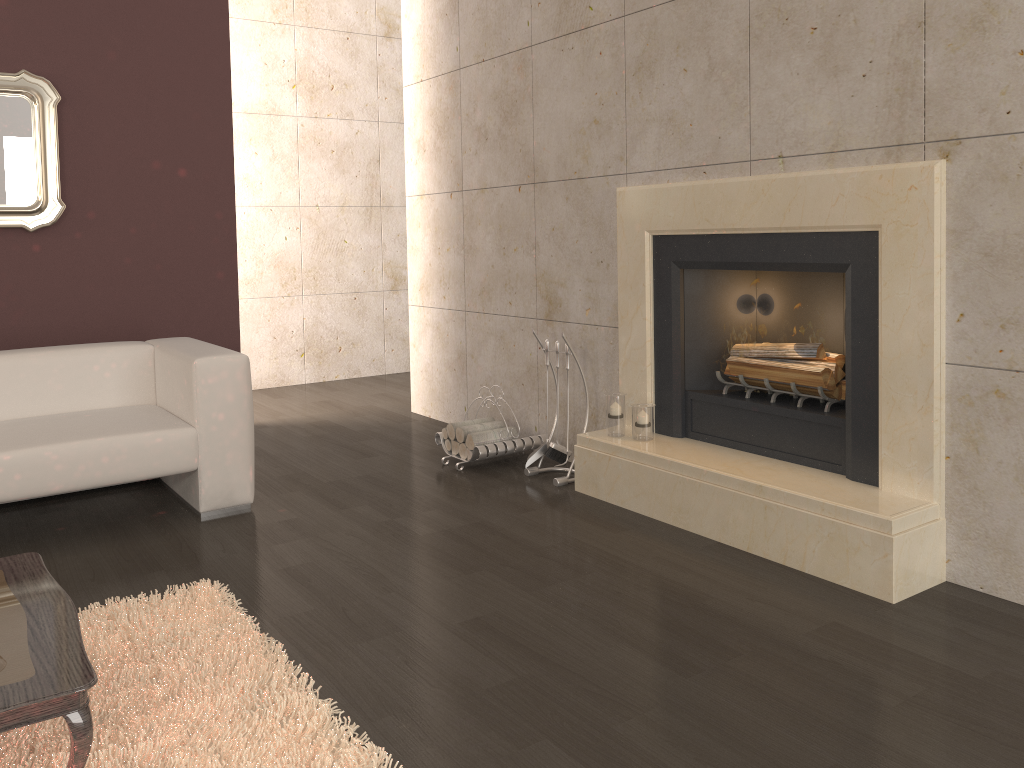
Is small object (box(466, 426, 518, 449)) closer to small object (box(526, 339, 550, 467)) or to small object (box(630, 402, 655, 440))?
small object (box(526, 339, 550, 467))

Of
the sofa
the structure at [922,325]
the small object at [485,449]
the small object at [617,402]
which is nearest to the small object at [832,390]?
the structure at [922,325]

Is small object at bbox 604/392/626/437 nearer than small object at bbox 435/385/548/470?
Yes

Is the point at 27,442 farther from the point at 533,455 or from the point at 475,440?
the point at 533,455

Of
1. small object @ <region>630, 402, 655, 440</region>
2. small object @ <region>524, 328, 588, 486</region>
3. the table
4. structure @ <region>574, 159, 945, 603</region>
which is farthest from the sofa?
small object @ <region>630, 402, 655, 440</region>

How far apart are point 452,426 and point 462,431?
0.1m

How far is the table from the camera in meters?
1.6

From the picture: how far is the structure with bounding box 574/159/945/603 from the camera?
2.80m

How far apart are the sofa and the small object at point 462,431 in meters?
1.1

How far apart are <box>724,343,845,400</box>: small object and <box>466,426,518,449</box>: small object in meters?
1.2 m
